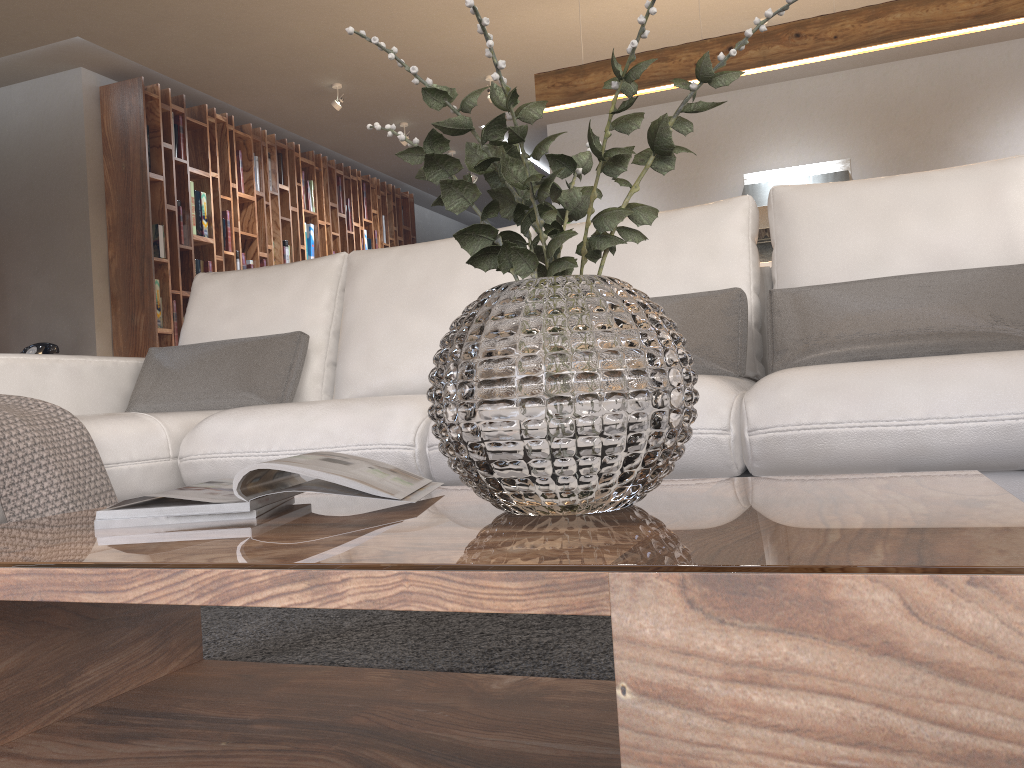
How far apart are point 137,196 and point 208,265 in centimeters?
69cm

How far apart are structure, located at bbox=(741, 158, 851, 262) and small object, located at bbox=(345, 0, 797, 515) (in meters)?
5.58

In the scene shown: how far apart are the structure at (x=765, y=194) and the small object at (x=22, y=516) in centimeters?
543cm

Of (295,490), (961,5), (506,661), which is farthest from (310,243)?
(295,490)

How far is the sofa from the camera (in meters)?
1.48

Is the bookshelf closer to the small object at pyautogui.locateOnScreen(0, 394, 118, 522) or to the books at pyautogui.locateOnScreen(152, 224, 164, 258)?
the books at pyautogui.locateOnScreen(152, 224, 164, 258)

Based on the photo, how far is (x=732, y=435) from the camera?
1.6 meters

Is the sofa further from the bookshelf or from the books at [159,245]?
the books at [159,245]

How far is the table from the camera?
0.5 meters

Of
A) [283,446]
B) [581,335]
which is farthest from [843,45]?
[581,335]
